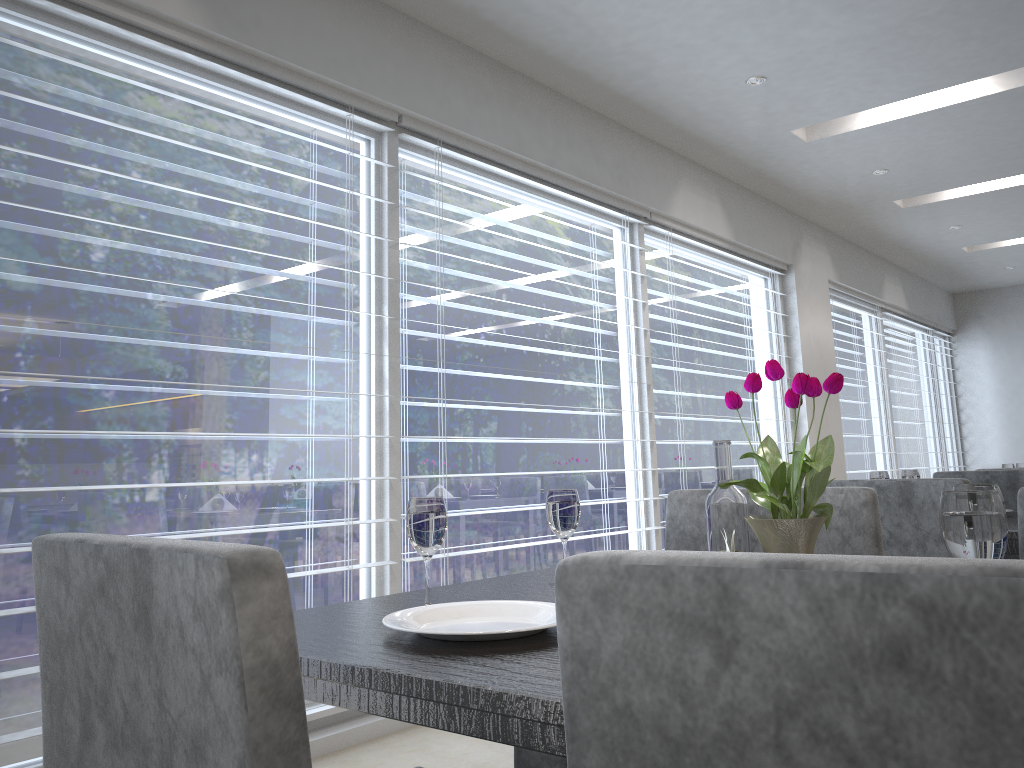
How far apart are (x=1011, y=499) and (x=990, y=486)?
2.2 meters

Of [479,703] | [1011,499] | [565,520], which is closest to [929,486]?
[565,520]

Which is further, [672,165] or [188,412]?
[672,165]

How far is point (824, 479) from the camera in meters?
0.9

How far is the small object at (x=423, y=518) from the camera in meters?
1.1 m

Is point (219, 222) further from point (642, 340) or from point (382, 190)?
point (642, 340)

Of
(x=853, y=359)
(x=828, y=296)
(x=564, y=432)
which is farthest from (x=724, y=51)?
(x=853, y=359)

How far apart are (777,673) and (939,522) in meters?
0.5 m

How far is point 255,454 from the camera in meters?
2.8 m

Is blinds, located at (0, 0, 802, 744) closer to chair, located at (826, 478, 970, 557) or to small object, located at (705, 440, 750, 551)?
chair, located at (826, 478, 970, 557)
